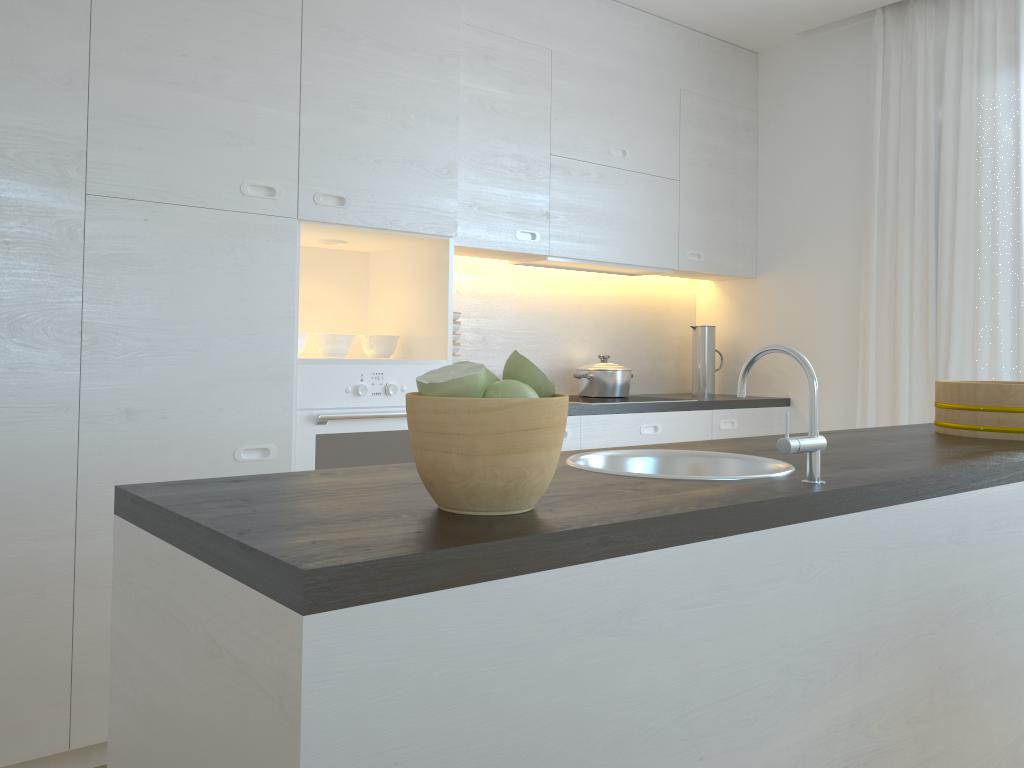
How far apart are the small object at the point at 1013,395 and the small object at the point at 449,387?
1.7 meters

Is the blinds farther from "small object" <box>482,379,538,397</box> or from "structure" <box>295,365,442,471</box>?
"small object" <box>482,379,538,397</box>

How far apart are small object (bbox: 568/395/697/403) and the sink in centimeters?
194cm

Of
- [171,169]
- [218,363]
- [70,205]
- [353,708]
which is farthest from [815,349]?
[353,708]

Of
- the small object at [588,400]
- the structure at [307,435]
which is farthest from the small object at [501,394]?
the small object at [588,400]

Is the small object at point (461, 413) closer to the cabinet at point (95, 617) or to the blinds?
the cabinet at point (95, 617)

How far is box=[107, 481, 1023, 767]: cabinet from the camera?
0.85m

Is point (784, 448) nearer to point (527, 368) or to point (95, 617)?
point (527, 368)

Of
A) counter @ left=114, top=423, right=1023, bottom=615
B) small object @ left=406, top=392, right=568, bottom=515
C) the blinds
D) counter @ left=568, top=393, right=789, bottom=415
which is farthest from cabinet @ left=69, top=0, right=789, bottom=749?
small object @ left=406, top=392, right=568, bottom=515

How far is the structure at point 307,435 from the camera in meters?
2.8 m
